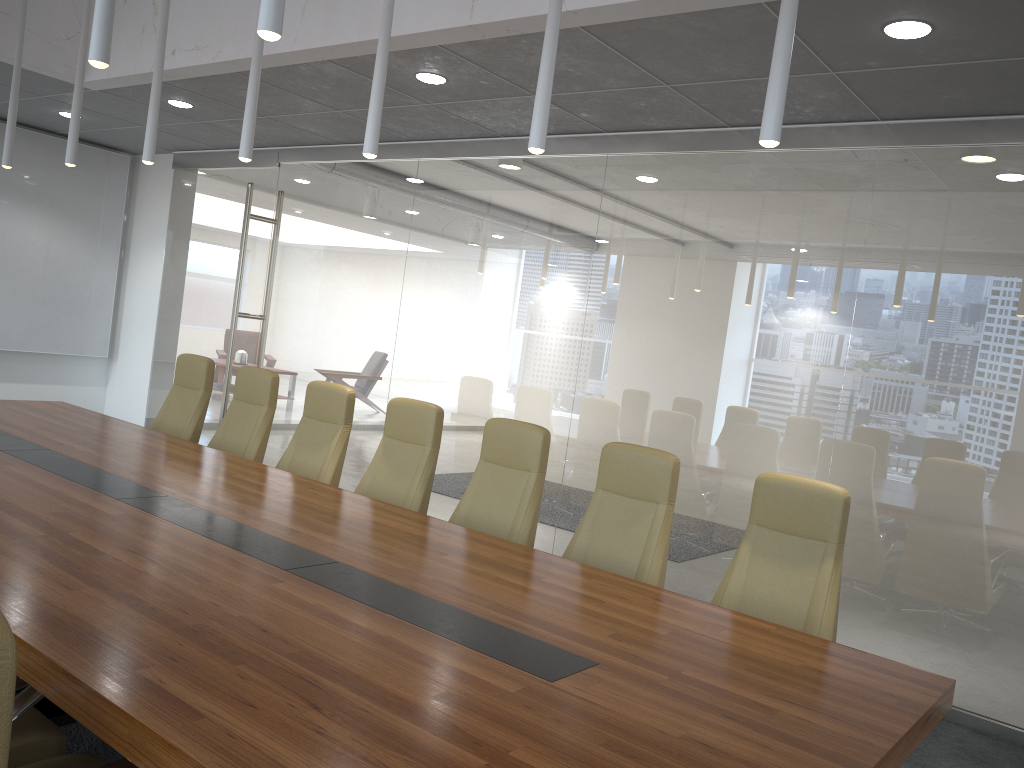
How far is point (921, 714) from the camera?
2.67m

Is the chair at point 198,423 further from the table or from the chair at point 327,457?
the chair at point 327,457

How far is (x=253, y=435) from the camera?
6.26m

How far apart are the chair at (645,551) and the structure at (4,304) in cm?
816

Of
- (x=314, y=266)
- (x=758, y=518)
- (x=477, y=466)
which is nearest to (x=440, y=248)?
(x=314, y=266)

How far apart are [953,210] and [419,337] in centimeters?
436cm

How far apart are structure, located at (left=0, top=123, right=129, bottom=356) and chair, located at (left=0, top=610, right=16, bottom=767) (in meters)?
10.10

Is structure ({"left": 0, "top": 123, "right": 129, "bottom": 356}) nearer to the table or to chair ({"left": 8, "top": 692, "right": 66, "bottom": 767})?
the table

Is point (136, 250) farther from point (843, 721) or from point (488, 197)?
point (843, 721)

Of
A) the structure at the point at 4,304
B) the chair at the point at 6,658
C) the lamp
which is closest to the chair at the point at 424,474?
the lamp
